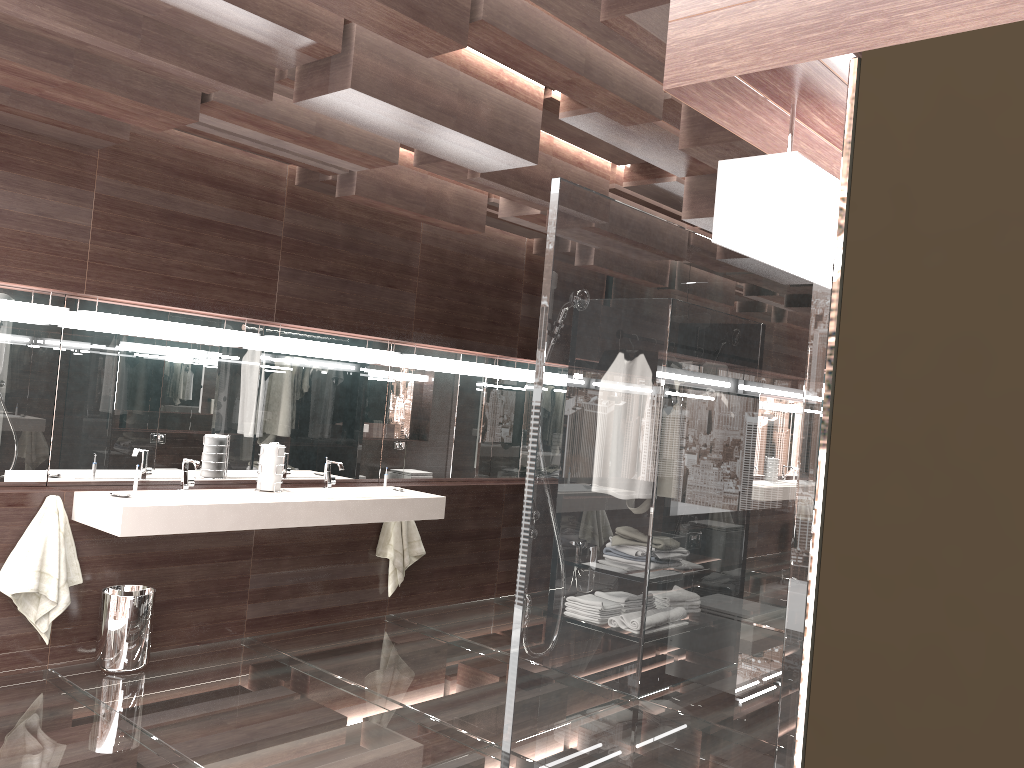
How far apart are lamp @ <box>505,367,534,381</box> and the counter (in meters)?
1.51

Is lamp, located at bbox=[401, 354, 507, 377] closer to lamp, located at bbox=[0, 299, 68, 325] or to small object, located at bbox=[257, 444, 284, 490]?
small object, located at bbox=[257, 444, 284, 490]

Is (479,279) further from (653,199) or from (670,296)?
(670,296)

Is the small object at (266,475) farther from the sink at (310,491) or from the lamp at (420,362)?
the lamp at (420,362)

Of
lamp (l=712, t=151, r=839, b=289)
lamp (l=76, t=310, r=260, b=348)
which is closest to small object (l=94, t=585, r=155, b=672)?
lamp (l=76, t=310, r=260, b=348)

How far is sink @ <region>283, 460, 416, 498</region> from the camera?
4.94m

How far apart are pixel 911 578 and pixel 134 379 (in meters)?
4.41

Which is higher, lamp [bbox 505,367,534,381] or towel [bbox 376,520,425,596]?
lamp [bbox 505,367,534,381]

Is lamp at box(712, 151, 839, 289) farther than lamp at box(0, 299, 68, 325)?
No

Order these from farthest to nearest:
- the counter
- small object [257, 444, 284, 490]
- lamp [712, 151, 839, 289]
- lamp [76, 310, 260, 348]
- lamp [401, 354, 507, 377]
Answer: lamp [401, 354, 507, 377], small object [257, 444, 284, 490], lamp [76, 310, 260, 348], the counter, lamp [712, 151, 839, 289]
